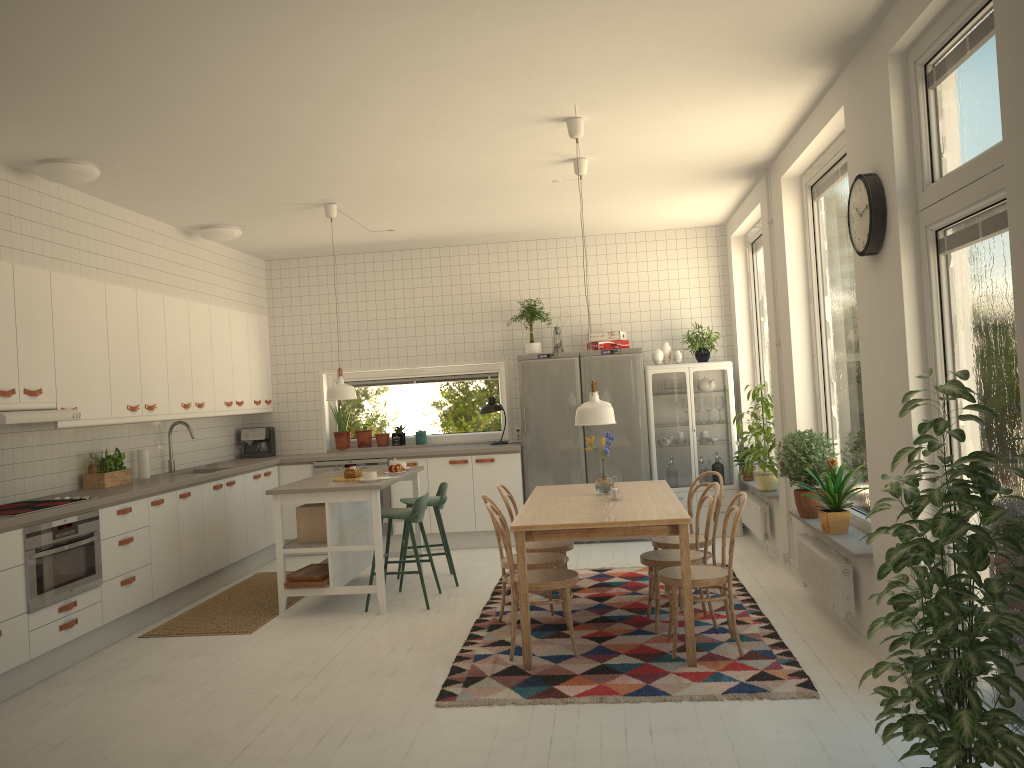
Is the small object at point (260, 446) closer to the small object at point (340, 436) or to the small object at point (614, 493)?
the small object at point (340, 436)

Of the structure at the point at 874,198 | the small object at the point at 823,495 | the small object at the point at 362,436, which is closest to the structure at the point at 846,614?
the small object at the point at 823,495

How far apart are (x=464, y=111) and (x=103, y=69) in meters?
1.7

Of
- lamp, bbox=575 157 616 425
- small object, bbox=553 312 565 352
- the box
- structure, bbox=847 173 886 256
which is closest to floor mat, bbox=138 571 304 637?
the box

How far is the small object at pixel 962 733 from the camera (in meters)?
2.32

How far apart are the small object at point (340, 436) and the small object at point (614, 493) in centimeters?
429cm

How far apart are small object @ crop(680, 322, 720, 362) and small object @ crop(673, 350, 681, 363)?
0.2 meters

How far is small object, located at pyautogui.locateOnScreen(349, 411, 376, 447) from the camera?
8.8 meters

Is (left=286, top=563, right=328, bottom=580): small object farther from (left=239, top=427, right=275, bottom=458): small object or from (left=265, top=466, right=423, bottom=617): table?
(left=239, top=427, right=275, bottom=458): small object

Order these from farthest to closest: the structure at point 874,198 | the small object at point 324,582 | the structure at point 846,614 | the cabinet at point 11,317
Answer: the small object at point 324,582
the cabinet at point 11,317
the structure at point 846,614
the structure at point 874,198
